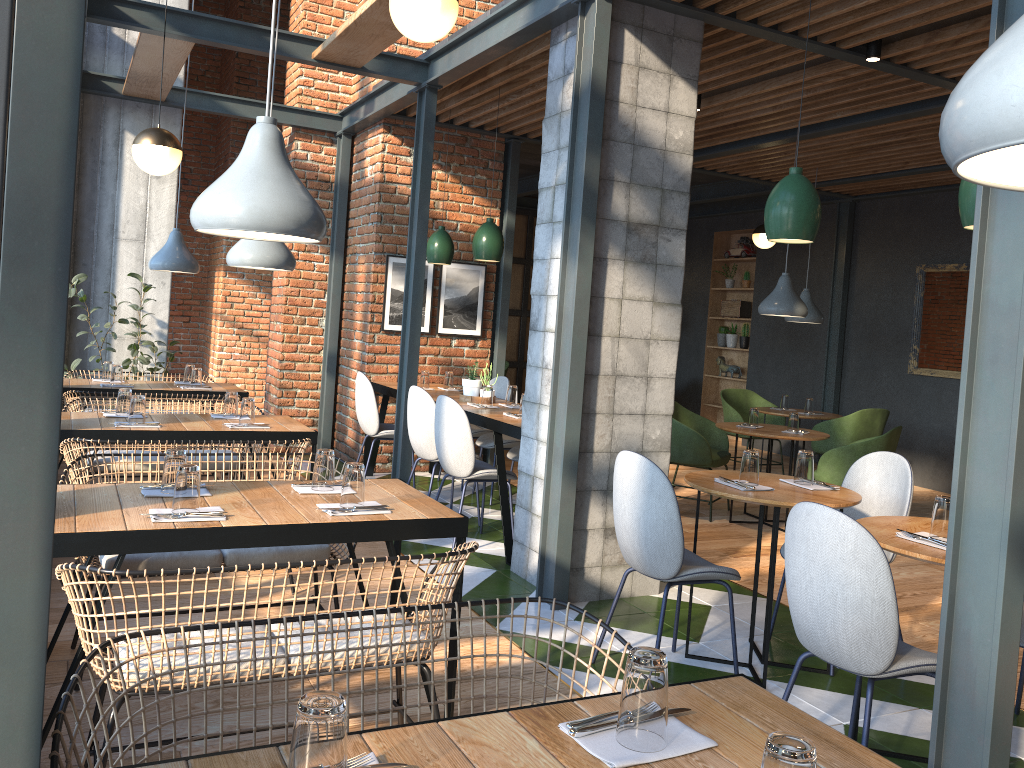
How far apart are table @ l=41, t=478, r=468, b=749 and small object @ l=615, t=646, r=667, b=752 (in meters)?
1.47

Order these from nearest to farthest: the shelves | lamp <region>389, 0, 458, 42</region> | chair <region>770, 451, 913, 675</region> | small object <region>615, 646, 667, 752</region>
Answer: small object <region>615, 646, 667, 752</region> → lamp <region>389, 0, 458, 42</region> → chair <region>770, 451, 913, 675</region> → the shelves

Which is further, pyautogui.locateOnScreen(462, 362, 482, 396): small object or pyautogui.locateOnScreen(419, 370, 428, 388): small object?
pyautogui.locateOnScreen(419, 370, 428, 388): small object

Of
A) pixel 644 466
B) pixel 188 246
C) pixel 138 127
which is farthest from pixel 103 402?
pixel 188 246

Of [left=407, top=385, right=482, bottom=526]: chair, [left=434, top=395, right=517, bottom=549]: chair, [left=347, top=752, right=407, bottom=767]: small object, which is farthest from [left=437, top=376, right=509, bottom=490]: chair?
[left=347, top=752, right=407, bottom=767]: small object

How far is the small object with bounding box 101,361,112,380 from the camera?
6.26m

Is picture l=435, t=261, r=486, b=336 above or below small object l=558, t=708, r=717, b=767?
above

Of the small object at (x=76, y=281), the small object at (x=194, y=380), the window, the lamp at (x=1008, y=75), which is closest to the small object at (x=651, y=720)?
the lamp at (x=1008, y=75)

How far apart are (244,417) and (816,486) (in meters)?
2.79

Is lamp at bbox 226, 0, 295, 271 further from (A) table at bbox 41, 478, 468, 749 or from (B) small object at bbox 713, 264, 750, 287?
(B) small object at bbox 713, 264, 750, 287
